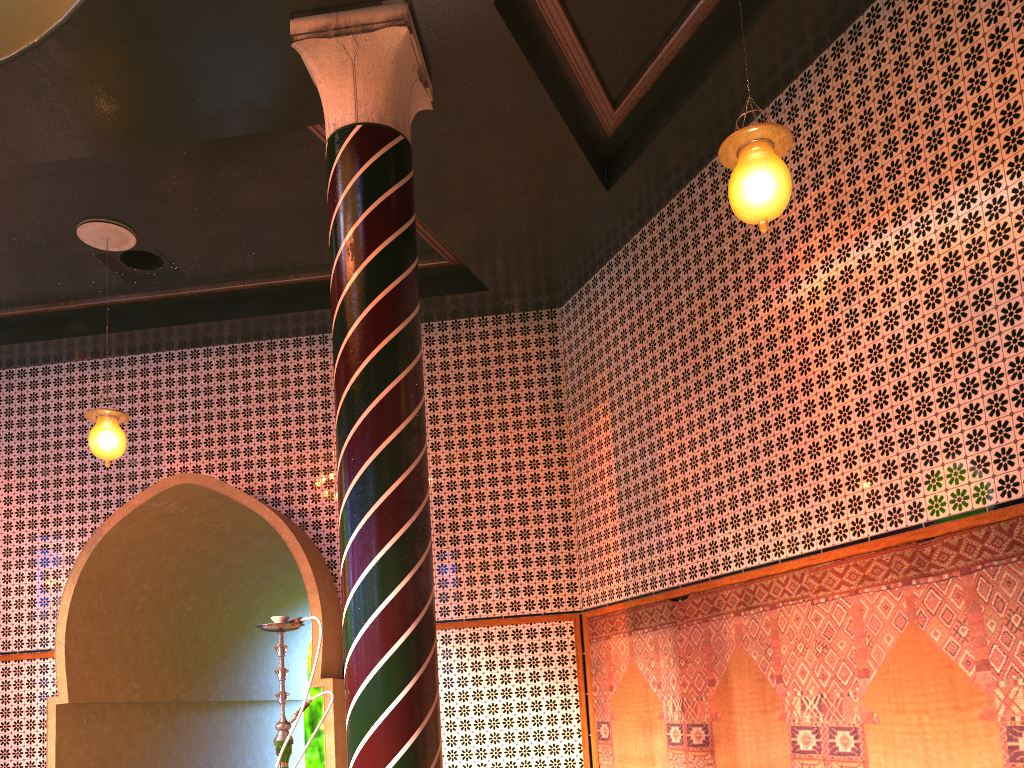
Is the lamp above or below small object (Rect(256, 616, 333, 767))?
above

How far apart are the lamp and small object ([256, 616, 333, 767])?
3.6m

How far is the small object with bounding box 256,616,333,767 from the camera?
5.13m

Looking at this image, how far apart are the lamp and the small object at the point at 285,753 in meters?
3.6

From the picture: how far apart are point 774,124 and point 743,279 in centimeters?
258cm

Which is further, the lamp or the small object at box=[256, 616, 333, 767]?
the small object at box=[256, 616, 333, 767]

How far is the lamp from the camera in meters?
4.8
